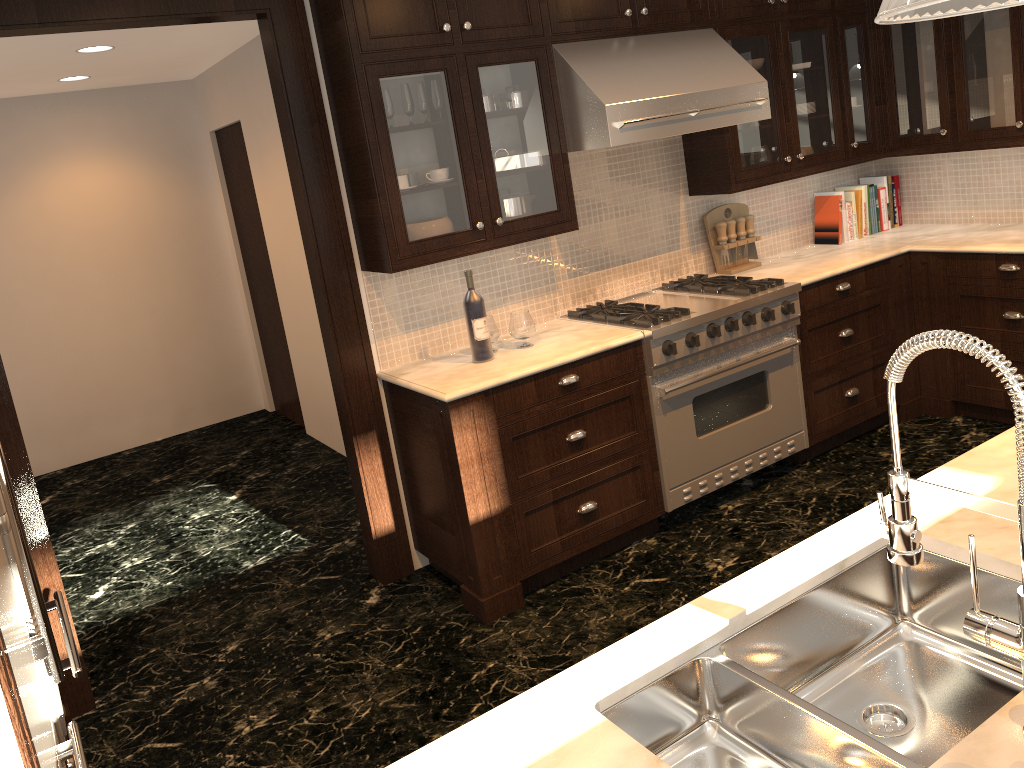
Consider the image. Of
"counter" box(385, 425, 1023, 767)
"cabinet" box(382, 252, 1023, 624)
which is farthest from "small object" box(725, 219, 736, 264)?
"counter" box(385, 425, 1023, 767)

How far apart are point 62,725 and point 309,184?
2.0m

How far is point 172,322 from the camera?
6.6 meters

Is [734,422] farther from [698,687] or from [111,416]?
[111,416]

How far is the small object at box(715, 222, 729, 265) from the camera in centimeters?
447cm

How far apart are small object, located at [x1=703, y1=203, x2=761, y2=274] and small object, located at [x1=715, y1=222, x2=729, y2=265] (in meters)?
0.03

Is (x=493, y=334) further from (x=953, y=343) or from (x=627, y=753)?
(x=953, y=343)

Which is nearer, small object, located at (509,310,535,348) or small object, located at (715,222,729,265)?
small object, located at (509,310,535,348)

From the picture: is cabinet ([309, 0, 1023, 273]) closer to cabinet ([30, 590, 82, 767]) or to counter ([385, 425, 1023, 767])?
cabinet ([30, 590, 82, 767])

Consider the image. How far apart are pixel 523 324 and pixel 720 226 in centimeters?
141cm
